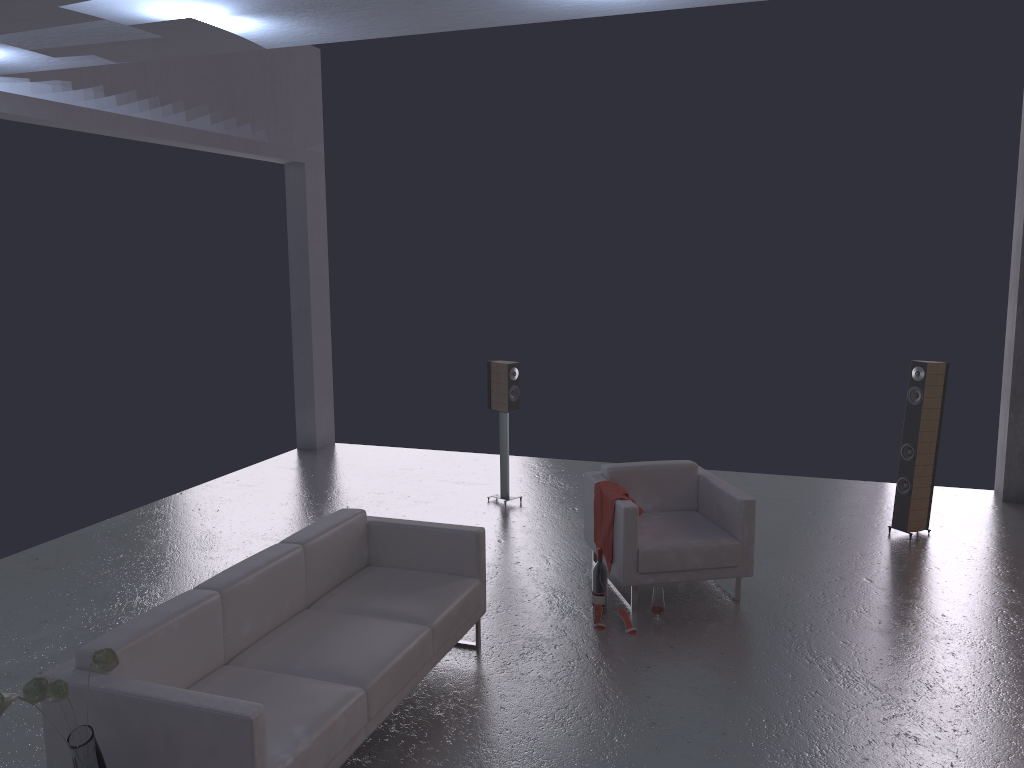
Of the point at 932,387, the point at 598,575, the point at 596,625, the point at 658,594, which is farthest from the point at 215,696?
the point at 932,387

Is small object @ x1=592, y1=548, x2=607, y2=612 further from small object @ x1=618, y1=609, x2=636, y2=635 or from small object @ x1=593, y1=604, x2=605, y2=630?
small object @ x1=618, y1=609, x2=636, y2=635

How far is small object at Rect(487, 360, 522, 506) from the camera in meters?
8.3 m

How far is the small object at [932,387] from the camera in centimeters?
726cm

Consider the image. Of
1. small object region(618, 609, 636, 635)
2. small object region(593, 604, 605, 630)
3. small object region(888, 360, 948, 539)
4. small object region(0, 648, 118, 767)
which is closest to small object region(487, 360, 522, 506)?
small object region(593, 604, 605, 630)

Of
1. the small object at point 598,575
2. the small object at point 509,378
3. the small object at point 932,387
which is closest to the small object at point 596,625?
the small object at point 598,575

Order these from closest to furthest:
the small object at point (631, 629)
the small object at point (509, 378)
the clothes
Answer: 1. the small object at point (631, 629)
2. the clothes
3. the small object at point (509, 378)

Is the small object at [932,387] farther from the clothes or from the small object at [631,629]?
the small object at [631,629]

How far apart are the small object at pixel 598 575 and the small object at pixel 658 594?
0.3m

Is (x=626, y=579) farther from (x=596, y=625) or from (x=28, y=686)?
(x=28, y=686)
